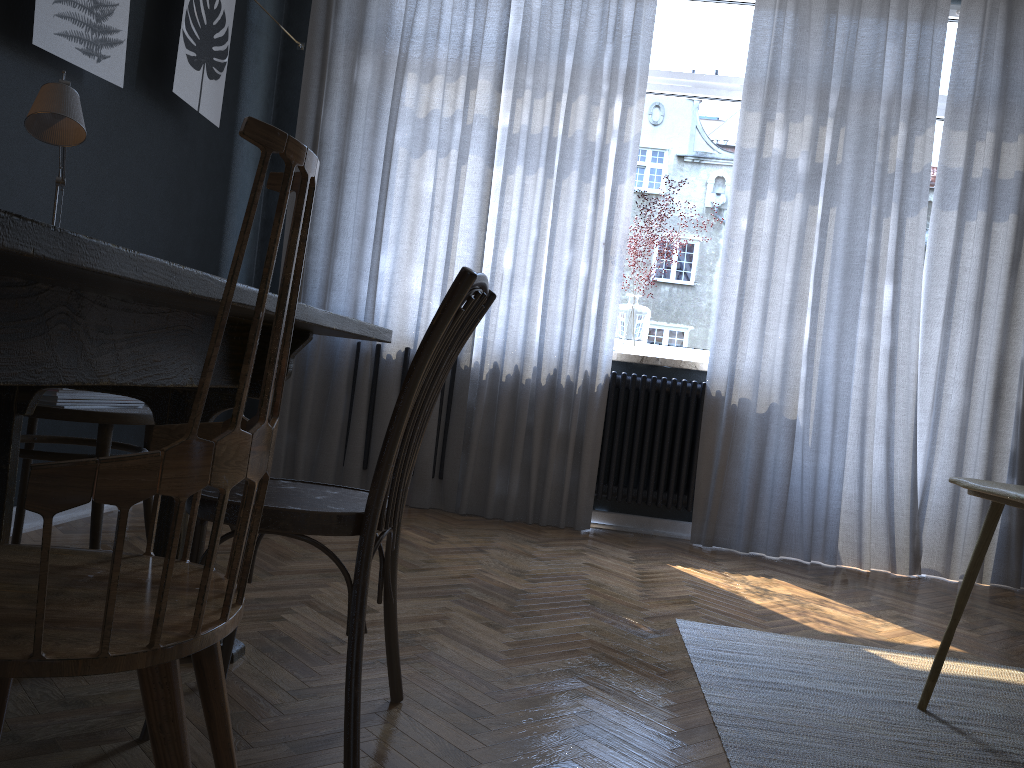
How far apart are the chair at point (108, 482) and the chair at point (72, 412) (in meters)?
1.16

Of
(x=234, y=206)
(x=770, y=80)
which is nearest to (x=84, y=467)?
(x=234, y=206)

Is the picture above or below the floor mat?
above

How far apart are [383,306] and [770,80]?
2.0 meters

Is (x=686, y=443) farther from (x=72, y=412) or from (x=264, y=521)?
(x=264, y=521)

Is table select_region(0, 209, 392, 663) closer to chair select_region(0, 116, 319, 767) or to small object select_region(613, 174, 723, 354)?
chair select_region(0, 116, 319, 767)

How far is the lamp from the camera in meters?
1.8

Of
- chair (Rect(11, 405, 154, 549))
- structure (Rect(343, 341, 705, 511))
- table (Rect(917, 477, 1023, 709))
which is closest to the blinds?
structure (Rect(343, 341, 705, 511))

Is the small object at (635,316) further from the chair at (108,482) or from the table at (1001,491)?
the chair at (108,482)

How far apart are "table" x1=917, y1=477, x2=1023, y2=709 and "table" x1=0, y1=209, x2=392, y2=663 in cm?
131
